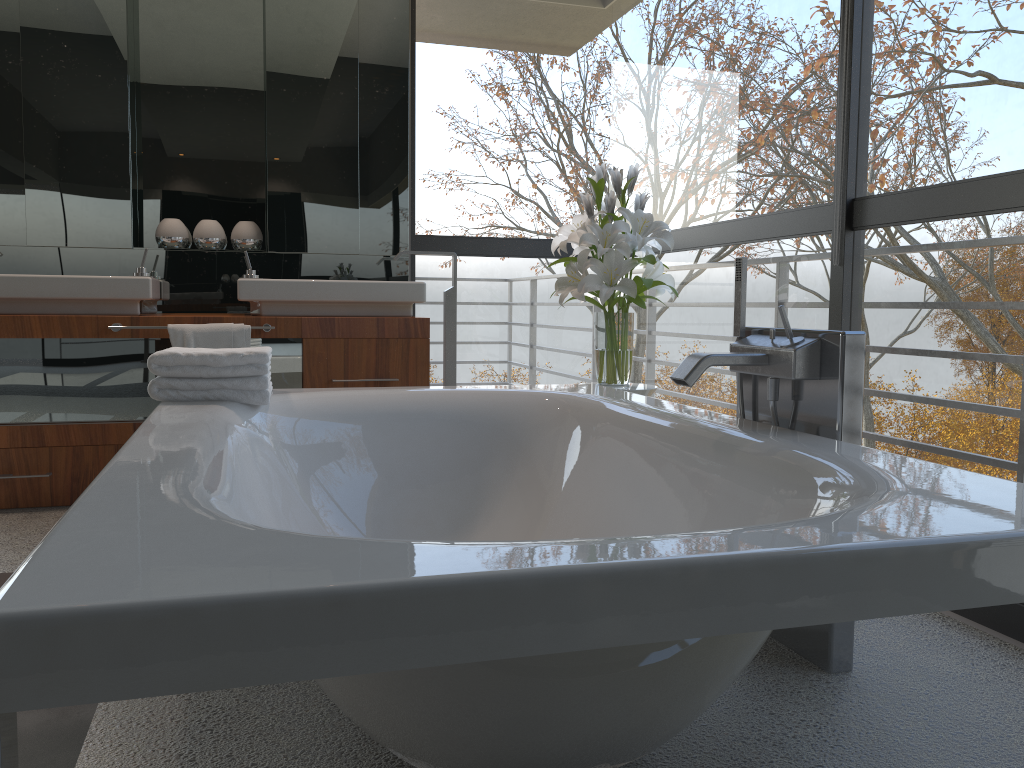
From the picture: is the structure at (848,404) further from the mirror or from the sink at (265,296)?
the mirror

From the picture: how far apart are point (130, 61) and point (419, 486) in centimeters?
241cm

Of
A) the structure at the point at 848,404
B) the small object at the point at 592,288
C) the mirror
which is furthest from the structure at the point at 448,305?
the structure at the point at 848,404

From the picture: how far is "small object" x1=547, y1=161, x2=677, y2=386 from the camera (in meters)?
2.97

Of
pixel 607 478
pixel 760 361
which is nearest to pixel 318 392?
pixel 607 478

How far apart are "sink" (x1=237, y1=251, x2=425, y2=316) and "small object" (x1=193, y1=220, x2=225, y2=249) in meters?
0.3

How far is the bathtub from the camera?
0.8 meters

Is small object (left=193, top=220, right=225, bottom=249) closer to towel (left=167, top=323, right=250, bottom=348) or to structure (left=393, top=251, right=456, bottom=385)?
towel (left=167, top=323, right=250, bottom=348)

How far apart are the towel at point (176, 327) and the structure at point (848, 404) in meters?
2.0

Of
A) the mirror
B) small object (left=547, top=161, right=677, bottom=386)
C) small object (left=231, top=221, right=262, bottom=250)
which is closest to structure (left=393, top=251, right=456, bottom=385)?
the mirror
